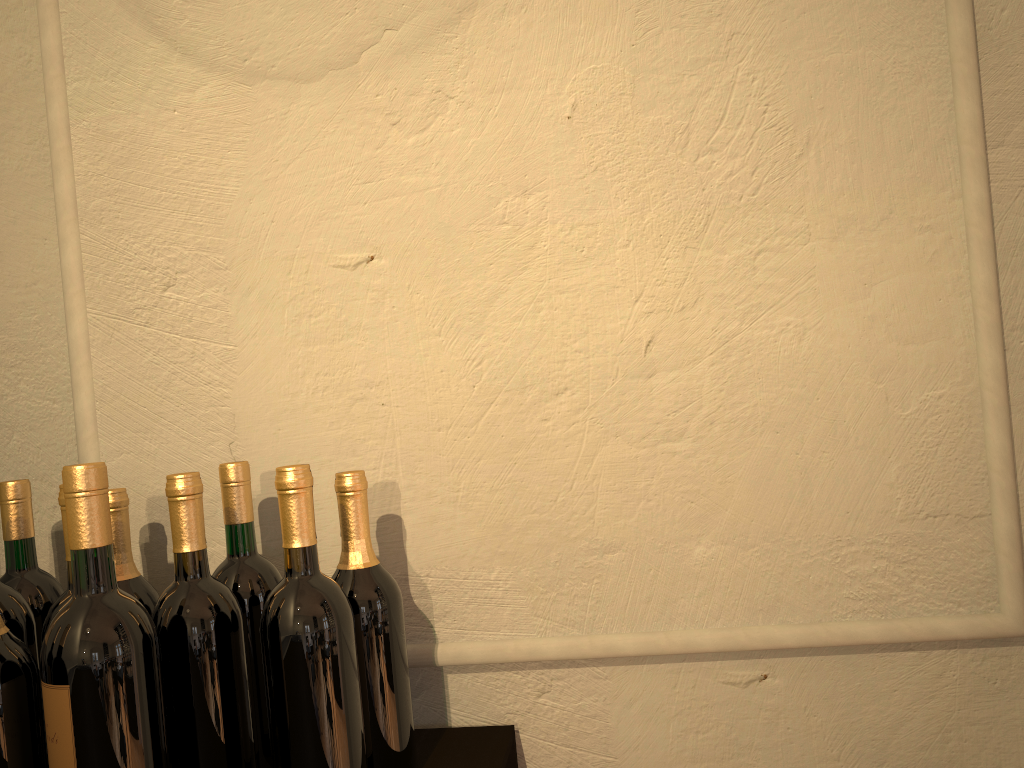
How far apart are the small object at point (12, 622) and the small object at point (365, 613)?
0.34m

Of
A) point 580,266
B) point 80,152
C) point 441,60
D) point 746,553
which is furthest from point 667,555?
point 80,152

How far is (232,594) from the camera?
1.0 meters

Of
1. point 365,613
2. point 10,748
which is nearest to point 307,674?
point 365,613

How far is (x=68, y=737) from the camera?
0.78m

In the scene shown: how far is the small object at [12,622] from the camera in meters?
1.0 m

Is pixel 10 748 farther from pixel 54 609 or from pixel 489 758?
pixel 489 758

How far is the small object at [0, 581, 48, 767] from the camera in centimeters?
96cm

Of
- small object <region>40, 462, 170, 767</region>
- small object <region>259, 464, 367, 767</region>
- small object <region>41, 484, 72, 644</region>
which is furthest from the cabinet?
small object <region>41, 484, 72, 644</region>

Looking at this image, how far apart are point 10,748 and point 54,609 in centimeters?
15cm
